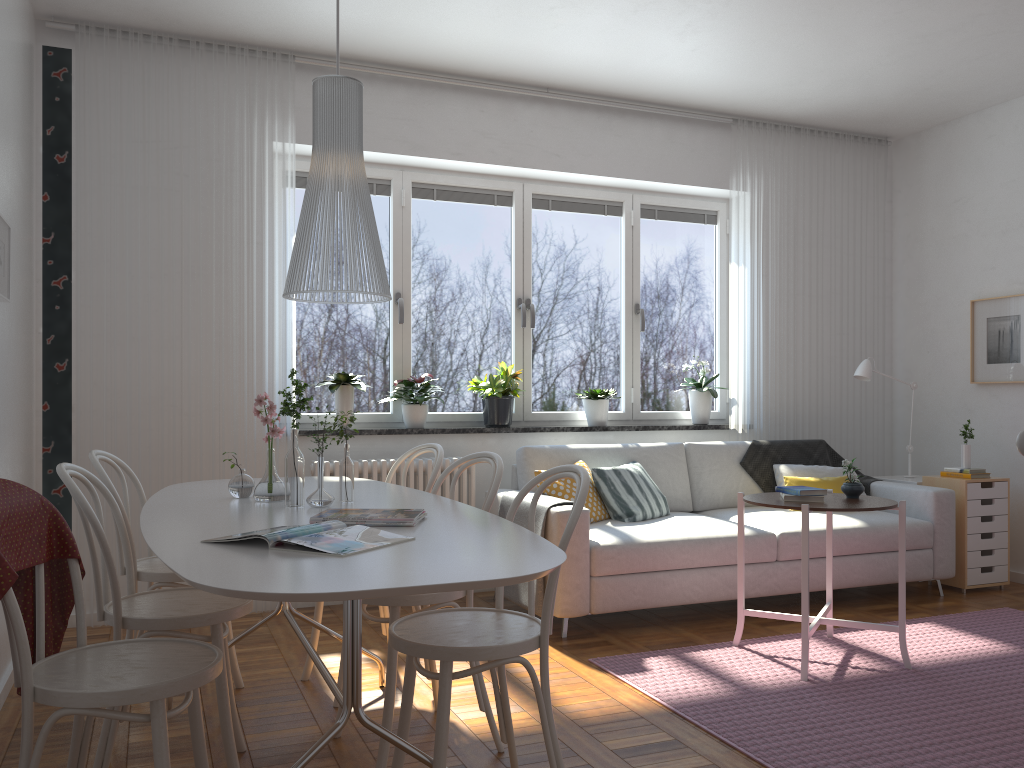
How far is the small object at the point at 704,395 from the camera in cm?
568

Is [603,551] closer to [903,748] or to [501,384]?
[501,384]

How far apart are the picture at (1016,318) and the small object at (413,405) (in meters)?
3.41

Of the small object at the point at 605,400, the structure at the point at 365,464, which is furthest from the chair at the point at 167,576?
the small object at the point at 605,400

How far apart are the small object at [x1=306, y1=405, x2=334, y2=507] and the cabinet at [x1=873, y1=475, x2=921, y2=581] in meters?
4.0 m

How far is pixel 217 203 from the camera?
4.5m

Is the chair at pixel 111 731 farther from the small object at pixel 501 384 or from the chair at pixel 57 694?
the small object at pixel 501 384

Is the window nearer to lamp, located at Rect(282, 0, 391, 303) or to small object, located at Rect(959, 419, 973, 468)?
small object, located at Rect(959, 419, 973, 468)

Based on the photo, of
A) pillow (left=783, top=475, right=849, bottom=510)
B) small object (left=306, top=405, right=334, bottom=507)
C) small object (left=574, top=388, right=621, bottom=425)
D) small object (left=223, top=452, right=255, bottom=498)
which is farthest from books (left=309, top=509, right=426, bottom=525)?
pillow (left=783, top=475, right=849, bottom=510)

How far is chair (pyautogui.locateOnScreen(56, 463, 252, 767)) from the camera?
2.3 meters
